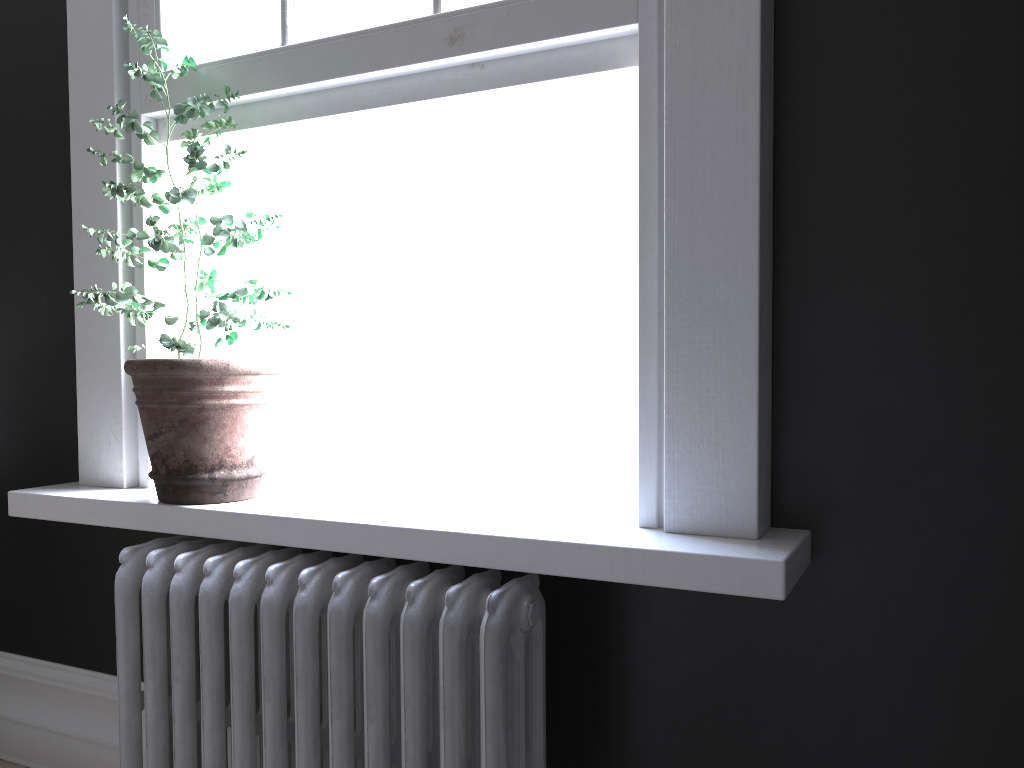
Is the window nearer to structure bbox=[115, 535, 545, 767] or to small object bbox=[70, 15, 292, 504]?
small object bbox=[70, 15, 292, 504]

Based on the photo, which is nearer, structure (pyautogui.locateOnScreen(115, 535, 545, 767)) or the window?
structure (pyautogui.locateOnScreen(115, 535, 545, 767))

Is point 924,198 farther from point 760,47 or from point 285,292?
point 285,292

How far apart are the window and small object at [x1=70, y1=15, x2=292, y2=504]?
0.1 meters

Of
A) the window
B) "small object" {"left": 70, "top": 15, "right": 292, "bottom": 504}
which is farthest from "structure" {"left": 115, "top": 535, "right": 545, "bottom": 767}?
the window

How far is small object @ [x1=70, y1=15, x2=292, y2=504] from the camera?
2.0m

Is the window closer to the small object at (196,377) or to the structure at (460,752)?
the small object at (196,377)

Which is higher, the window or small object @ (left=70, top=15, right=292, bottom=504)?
the window

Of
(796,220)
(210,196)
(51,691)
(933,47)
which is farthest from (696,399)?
(51,691)

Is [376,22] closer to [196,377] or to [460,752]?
[196,377]
